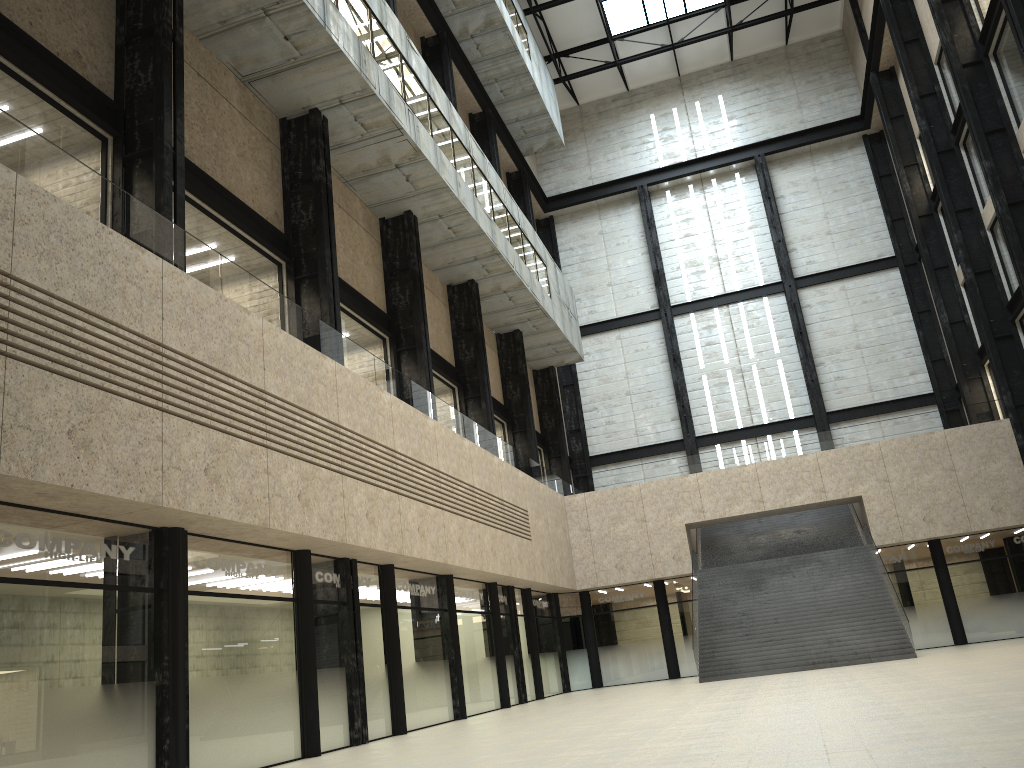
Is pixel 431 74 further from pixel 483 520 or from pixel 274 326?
pixel 274 326
